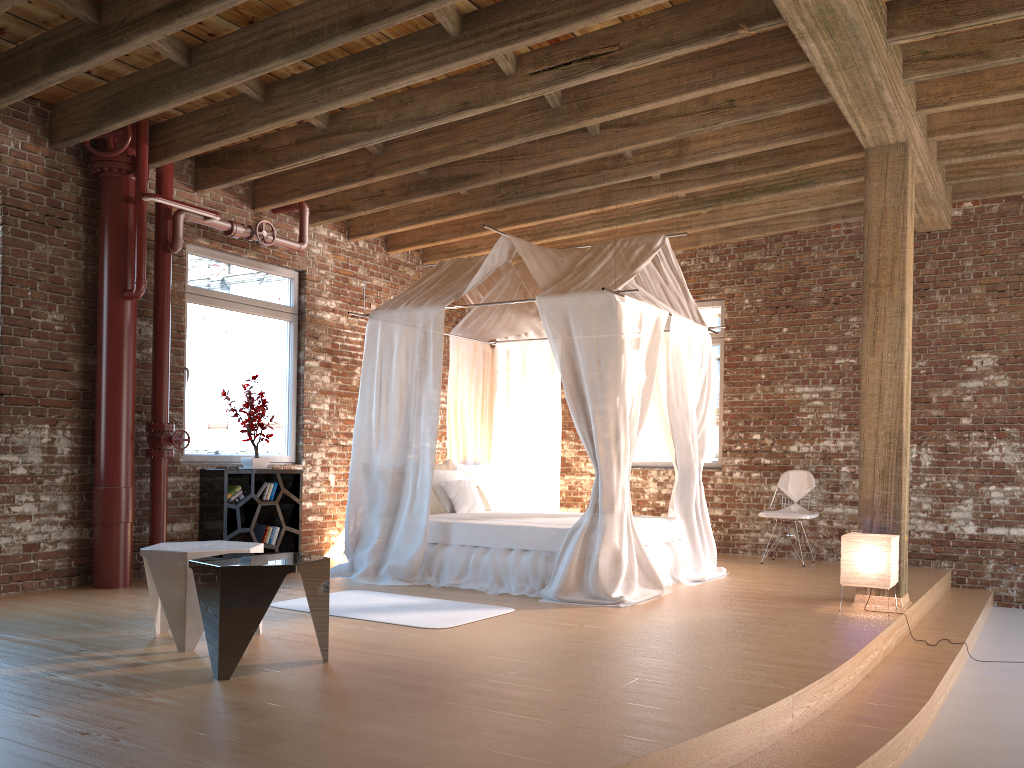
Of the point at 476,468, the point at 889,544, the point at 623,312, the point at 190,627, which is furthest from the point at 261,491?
the point at 889,544

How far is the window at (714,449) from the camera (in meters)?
9.27

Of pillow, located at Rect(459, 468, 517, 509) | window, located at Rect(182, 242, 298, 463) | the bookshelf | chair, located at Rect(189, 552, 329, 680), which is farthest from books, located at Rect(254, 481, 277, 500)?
chair, located at Rect(189, 552, 329, 680)

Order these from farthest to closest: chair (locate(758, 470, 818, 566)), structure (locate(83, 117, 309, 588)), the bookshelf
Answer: chair (locate(758, 470, 818, 566)) < the bookshelf < structure (locate(83, 117, 309, 588))

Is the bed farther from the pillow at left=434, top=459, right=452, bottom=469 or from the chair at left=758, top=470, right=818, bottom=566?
the chair at left=758, top=470, right=818, bottom=566

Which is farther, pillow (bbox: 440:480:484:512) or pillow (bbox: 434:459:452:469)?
pillow (bbox: 434:459:452:469)

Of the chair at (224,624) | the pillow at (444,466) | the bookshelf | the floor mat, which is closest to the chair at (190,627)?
the chair at (224,624)

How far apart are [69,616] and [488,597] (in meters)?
2.59

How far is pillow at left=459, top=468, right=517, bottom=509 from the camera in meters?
8.0

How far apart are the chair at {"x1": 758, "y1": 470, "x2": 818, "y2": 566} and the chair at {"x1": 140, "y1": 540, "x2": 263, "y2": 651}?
5.1m
